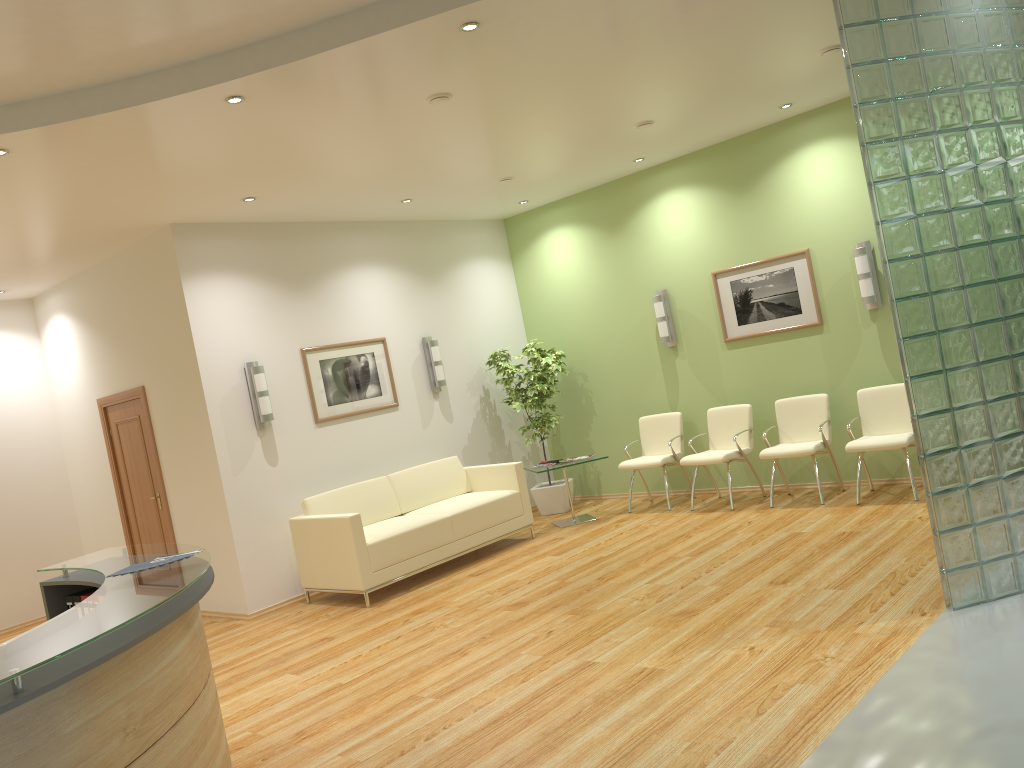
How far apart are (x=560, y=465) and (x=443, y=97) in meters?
4.2 m

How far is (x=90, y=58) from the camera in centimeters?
429cm

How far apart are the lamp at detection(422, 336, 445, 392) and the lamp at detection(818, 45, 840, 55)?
4.6 meters

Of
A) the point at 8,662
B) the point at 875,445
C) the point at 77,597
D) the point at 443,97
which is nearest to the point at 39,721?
the point at 8,662

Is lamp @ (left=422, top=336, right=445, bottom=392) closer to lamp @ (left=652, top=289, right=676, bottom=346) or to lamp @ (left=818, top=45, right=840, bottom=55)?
lamp @ (left=652, top=289, right=676, bottom=346)

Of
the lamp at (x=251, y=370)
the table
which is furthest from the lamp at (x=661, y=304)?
the lamp at (x=251, y=370)

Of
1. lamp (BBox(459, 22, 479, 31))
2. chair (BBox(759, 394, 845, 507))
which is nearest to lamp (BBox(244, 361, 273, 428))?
lamp (BBox(459, 22, 479, 31))

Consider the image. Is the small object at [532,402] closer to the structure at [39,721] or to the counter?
the counter

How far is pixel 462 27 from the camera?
4.4m

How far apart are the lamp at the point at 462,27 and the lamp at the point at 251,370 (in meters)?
4.05
